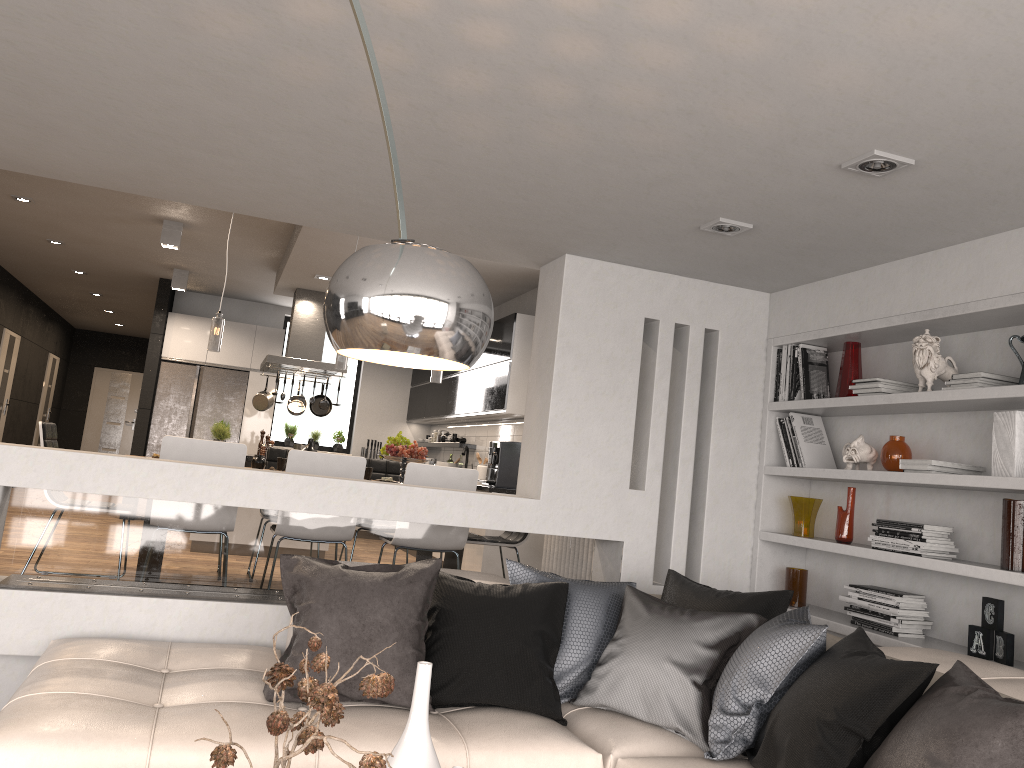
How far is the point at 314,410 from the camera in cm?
944

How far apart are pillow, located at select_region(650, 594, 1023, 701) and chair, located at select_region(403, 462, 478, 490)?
2.4 meters

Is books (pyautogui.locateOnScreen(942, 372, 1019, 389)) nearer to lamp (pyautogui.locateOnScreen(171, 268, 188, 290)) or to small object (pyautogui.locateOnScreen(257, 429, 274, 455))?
small object (pyautogui.locateOnScreen(257, 429, 274, 455))

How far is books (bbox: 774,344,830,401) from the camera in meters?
4.5 m

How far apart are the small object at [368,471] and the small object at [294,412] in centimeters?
Result: 324cm

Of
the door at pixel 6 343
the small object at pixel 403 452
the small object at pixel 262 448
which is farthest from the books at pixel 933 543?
the door at pixel 6 343

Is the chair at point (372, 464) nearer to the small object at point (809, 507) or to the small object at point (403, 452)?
the small object at point (403, 452)

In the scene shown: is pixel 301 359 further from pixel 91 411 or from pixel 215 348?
pixel 91 411

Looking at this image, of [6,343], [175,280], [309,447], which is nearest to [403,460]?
[309,447]

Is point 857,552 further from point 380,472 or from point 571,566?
point 380,472
